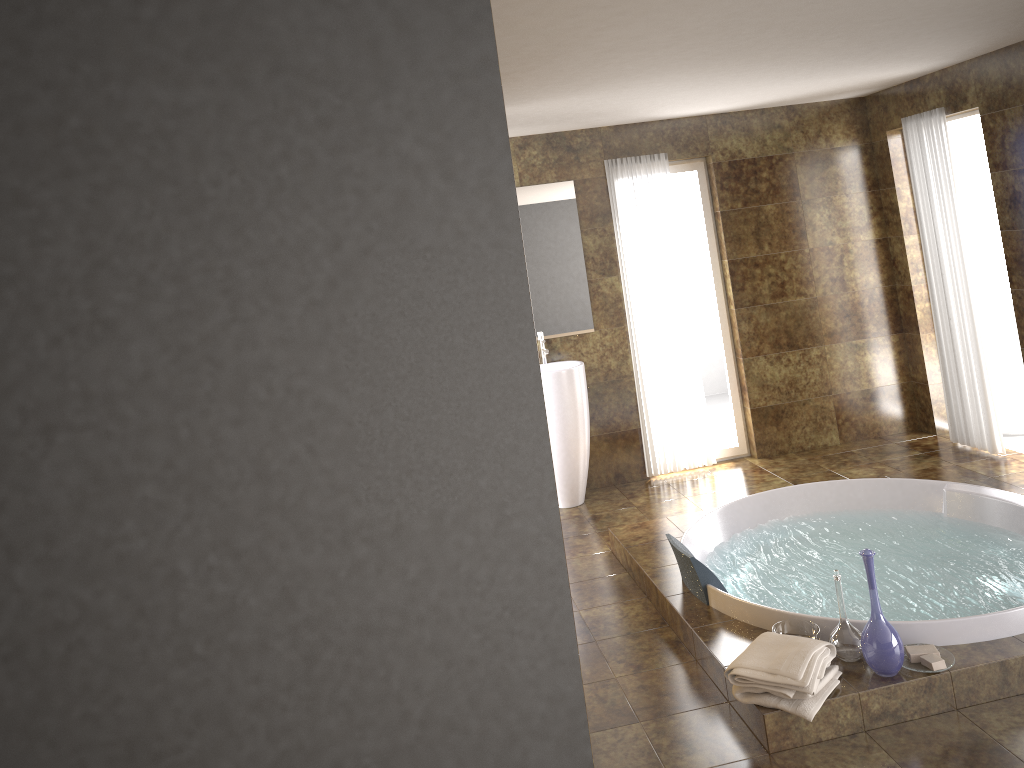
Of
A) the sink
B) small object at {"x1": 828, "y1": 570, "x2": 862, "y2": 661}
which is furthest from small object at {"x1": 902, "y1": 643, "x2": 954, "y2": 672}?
the sink

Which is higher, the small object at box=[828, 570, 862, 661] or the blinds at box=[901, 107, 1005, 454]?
the blinds at box=[901, 107, 1005, 454]

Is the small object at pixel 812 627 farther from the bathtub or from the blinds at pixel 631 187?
the blinds at pixel 631 187

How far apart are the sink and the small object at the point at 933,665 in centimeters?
293cm

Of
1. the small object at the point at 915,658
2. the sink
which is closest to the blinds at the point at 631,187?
the sink

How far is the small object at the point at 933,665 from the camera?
3.10m

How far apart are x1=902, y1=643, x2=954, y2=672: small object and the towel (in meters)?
0.24

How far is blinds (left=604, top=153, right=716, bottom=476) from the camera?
6.1m

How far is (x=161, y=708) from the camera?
2.2 meters

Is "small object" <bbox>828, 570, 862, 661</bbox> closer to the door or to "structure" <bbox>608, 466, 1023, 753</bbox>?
"structure" <bbox>608, 466, 1023, 753</bbox>
